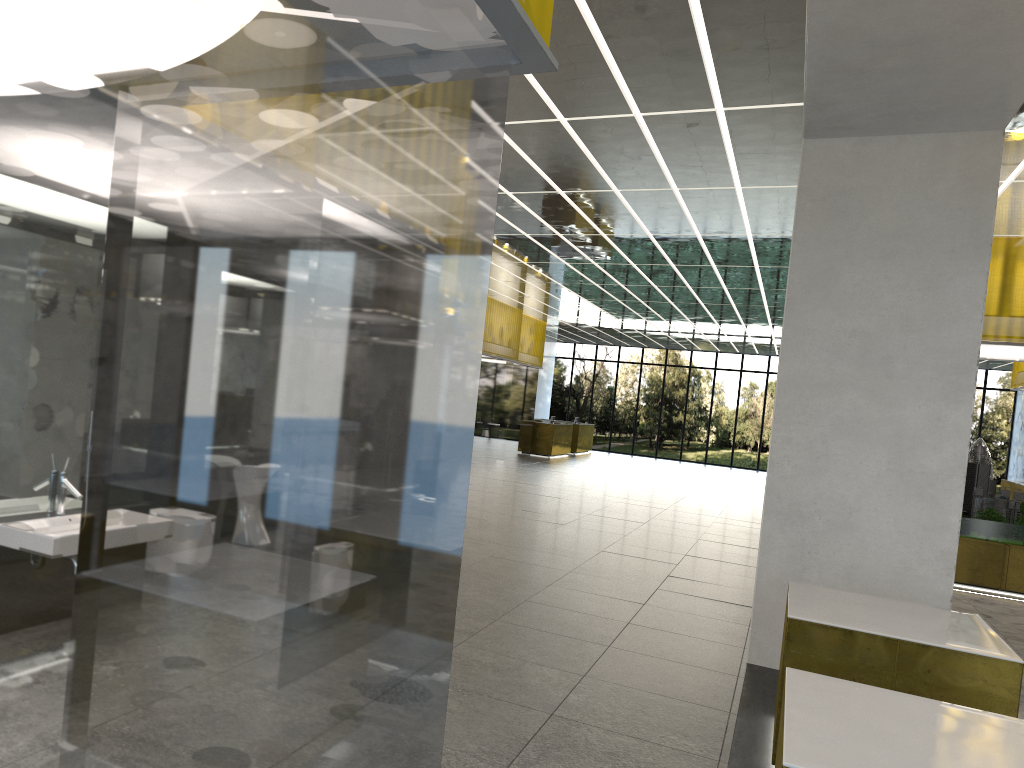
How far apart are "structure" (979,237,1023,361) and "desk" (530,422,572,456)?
22.4 meters

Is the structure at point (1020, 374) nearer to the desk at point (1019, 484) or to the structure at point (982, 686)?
the desk at point (1019, 484)

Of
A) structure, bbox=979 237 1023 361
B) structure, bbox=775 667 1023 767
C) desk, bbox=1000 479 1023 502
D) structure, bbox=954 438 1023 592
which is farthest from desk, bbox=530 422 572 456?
structure, bbox=775 667 1023 767

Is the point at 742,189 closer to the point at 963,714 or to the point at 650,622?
the point at 650,622

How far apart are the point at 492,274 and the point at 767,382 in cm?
2667

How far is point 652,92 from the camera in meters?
9.8

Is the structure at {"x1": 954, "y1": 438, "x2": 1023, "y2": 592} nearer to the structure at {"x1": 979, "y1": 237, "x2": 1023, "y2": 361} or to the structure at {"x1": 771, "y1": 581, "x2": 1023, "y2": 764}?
the structure at {"x1": 979, "y1": 237, "x2": 1023, "y2": 361}

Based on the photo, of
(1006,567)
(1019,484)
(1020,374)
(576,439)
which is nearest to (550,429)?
(576,439)

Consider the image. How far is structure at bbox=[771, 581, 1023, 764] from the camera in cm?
600

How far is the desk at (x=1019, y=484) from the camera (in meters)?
26.13
